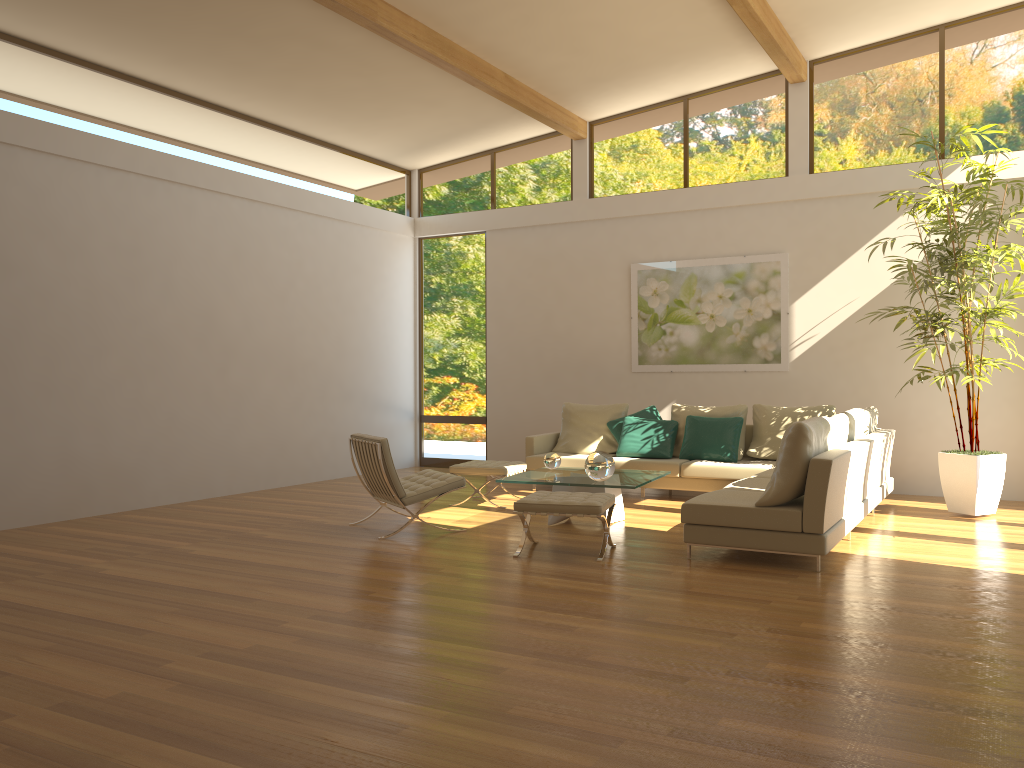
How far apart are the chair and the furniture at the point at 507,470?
0.8m

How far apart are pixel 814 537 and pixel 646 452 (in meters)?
3.65

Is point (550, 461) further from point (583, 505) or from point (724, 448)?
point (724, 448)

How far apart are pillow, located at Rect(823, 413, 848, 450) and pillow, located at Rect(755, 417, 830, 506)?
0.2m

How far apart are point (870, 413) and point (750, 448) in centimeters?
124cm

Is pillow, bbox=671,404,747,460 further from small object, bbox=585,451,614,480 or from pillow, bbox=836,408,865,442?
small object, bbox=585,451,614,480

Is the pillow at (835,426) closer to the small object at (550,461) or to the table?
the table

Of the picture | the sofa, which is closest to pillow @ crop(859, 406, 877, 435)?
the sofa

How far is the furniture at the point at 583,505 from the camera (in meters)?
5.89

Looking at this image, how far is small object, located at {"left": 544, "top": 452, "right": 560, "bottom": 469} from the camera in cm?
776
